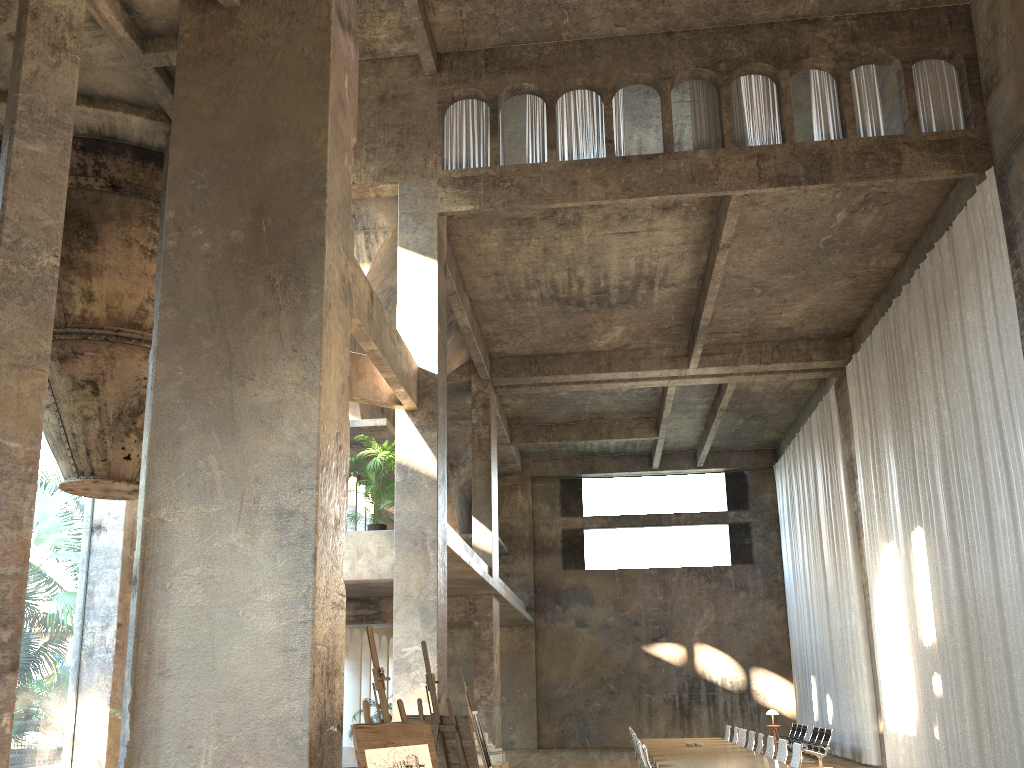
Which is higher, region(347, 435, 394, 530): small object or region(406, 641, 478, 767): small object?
region(347, 435, 394, 530): small object

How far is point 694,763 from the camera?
11.1m

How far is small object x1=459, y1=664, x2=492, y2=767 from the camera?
11.2 meters

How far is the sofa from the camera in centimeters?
1661cm

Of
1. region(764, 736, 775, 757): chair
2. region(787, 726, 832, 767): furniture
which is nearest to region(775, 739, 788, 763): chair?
region(764, 736, 775, 757): chair

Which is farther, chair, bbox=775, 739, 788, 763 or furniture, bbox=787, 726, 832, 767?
furniture, bbox=787, 726, 832, 767

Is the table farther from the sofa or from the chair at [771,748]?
the sofa

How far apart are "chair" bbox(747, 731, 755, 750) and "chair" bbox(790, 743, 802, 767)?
3.45m

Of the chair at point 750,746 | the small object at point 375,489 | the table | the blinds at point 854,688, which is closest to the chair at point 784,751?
the table

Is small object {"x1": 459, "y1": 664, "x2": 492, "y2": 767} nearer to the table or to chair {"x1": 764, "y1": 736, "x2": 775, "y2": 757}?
the table
